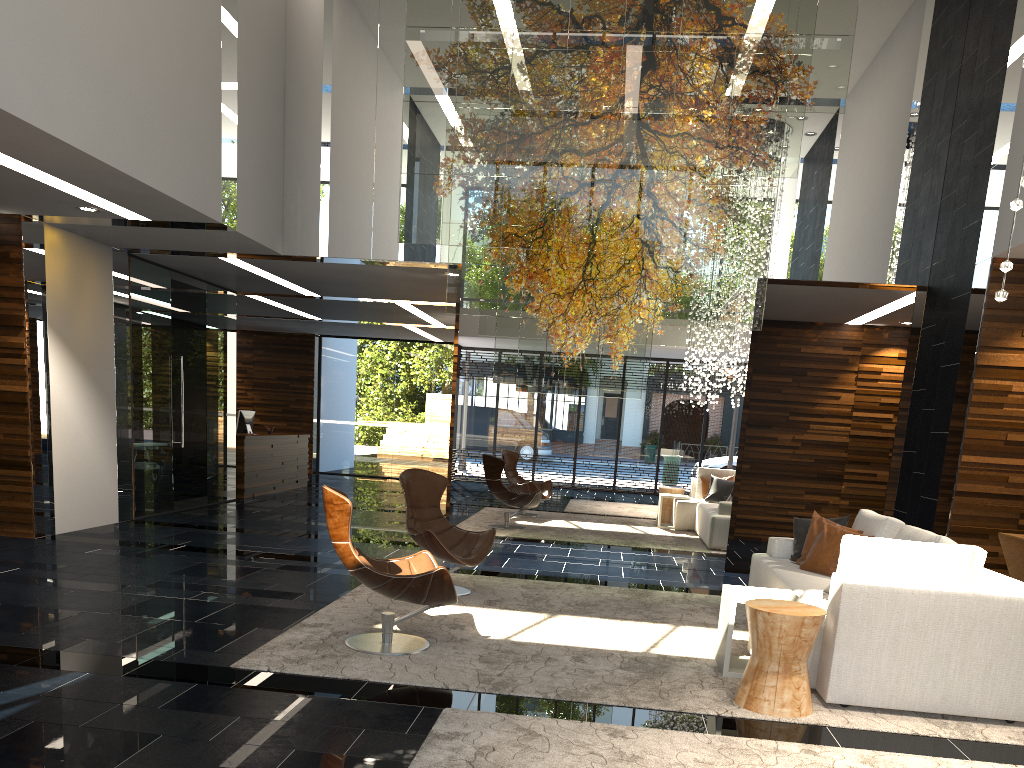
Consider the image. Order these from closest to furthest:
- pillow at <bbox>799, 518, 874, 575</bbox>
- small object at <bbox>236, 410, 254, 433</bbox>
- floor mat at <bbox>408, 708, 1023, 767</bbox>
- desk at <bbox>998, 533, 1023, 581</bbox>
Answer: floor mat at <bbox>408, 708, 1023, 767</bbox>, pillow at <bbox>799, 518, 874, 575</bbox>, desk at <bbox>998, 533, 1023, 581</bbox>, small object at <bbox>236, 410, 254, 433</bbox>

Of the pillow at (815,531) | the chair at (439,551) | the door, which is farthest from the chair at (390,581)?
the door

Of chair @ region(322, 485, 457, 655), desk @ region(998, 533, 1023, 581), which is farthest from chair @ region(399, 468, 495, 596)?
desk @ region(998, 533, 1023, 581)

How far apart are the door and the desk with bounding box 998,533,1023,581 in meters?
8.6

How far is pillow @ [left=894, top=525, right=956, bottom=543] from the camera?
4.9m

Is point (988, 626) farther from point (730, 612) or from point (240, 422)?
point (240, 422)

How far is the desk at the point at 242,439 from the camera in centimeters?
1241cm

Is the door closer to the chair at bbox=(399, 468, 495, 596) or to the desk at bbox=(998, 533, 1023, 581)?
the chair at bbox=(399, 468, 495, 596)

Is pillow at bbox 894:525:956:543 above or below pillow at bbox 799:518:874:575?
above

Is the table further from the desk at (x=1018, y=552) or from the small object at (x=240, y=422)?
the small object at (x=240, y=422)
